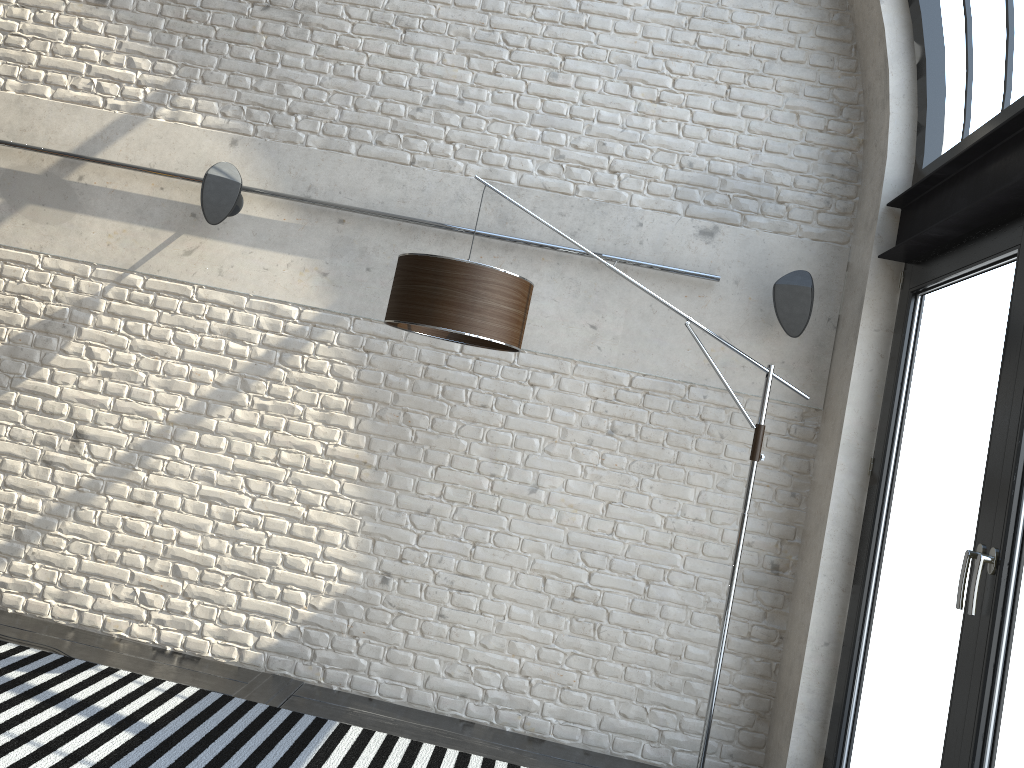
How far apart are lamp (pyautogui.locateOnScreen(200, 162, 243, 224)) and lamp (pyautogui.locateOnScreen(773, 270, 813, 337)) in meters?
2.5 m

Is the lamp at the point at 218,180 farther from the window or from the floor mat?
the window

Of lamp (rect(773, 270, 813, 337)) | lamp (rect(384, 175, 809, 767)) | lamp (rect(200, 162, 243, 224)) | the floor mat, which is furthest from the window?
lamp (rect(200, 162, 243, 224))

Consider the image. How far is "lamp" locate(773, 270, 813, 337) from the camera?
3.9m

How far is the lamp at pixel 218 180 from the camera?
4.1 meters

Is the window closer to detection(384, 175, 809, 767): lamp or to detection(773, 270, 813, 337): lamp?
detection(773, 270, 813, 337): lamp

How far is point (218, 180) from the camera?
4.1 meters

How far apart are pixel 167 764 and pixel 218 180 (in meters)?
2.46

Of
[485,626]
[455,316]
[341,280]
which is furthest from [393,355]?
[485,626]

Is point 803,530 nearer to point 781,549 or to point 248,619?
point 781,549
